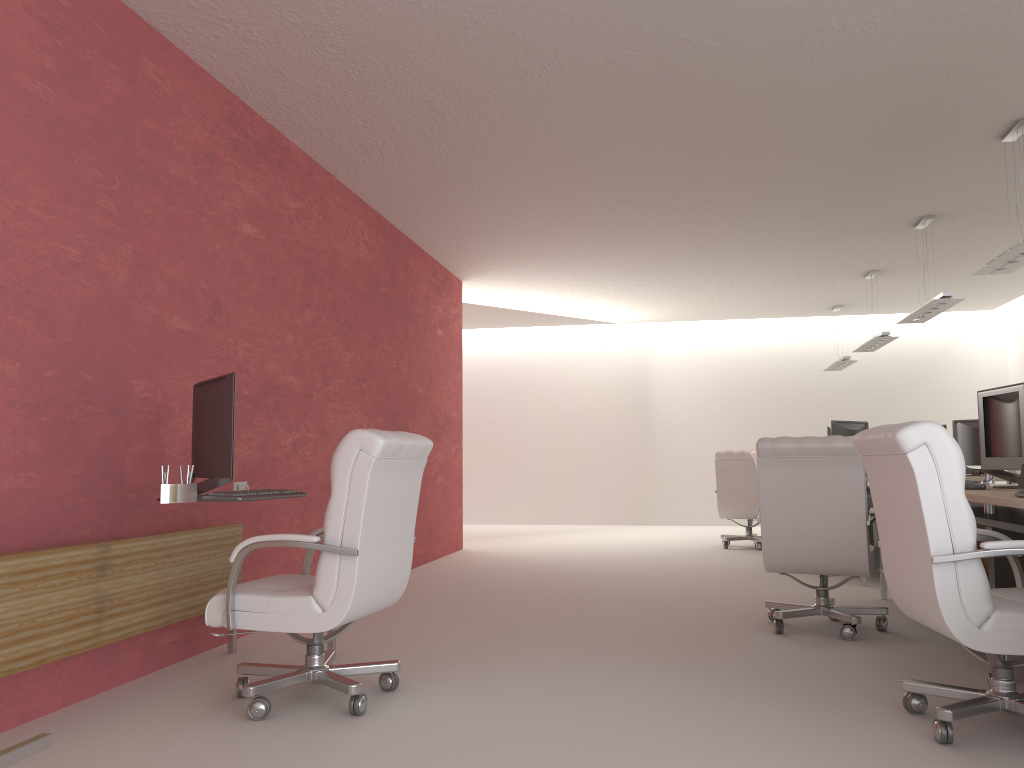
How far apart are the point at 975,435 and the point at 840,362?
5.3m

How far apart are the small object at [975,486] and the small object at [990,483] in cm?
94

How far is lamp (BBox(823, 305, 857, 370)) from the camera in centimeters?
1730cm

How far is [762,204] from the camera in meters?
10.8 m

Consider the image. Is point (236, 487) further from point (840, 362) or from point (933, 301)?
point (840, 362)

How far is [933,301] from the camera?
10.7m

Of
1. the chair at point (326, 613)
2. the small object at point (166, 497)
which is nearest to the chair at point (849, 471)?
the chair at point (326, 613)

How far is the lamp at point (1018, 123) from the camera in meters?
8.2 m

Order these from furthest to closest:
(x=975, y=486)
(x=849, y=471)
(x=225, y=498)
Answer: (x=849, y=471) < (x=975, y=486) < (x=225, y=498)

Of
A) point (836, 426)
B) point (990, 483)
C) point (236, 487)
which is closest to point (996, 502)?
point (990, 483)
